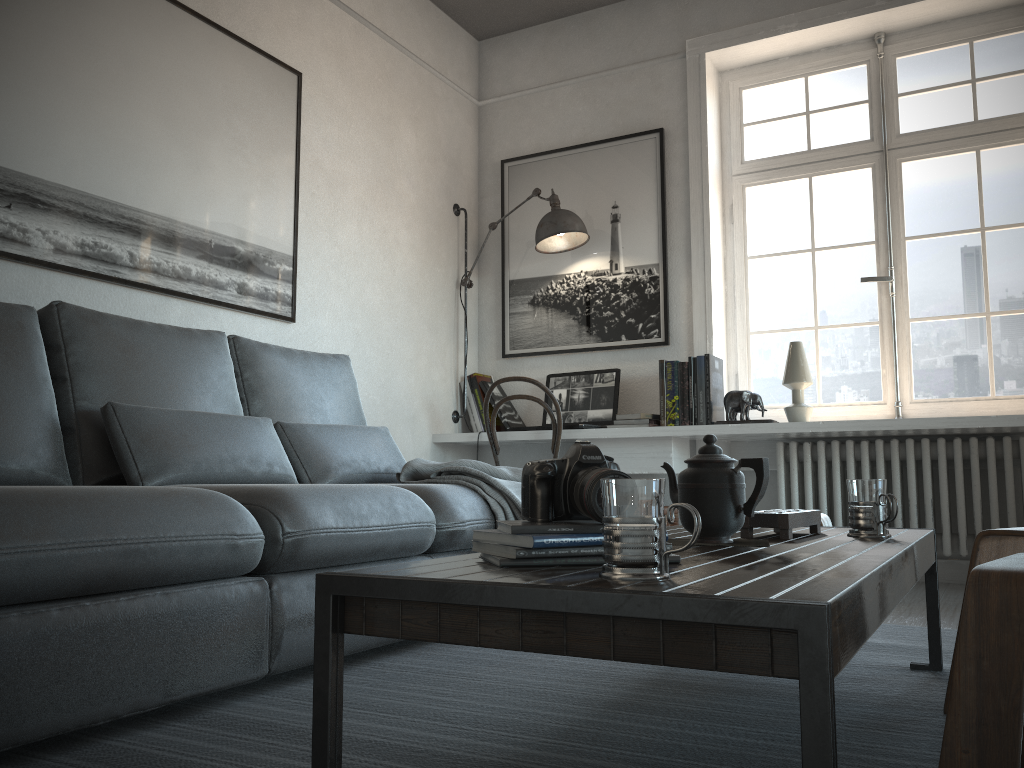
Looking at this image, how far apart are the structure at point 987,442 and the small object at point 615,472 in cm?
289

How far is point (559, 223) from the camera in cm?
425

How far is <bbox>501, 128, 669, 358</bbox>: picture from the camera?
4.4m

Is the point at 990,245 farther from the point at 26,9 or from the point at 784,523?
the point at 26,9

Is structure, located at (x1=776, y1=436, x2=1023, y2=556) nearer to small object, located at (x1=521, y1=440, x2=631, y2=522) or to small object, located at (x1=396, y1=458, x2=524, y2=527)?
small object, located at (x1=396, y1=458, x2=524, y2=527)

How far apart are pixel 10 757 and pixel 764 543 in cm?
128

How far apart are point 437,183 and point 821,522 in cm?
290

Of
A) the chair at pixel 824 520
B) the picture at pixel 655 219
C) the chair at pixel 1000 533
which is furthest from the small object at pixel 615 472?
the picture at pixel 655 219

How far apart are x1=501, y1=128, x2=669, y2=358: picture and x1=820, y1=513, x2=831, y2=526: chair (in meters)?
1.93

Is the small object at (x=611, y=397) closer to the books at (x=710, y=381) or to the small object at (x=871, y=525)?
the books at (x=710, y=381)
